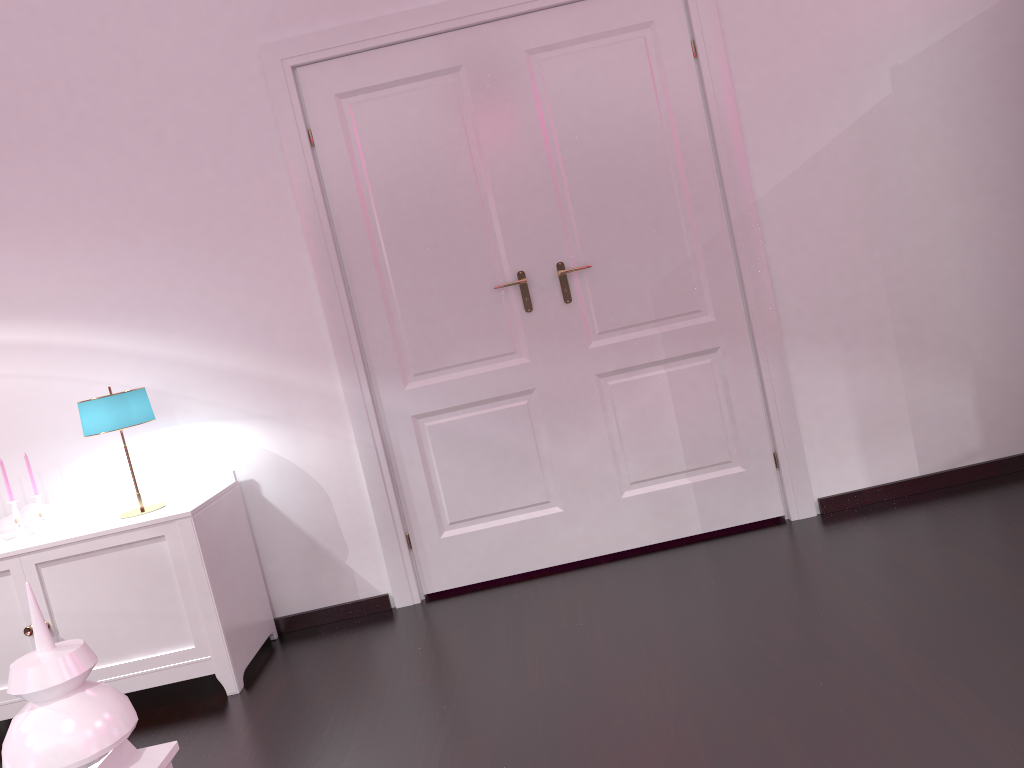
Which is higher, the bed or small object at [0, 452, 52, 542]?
the bed

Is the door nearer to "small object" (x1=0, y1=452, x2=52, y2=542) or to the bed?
"small object" (x1=0, y1=452, x2=52, y2=542)

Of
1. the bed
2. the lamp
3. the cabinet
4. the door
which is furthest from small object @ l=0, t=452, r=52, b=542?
the bed

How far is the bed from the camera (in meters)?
0.59

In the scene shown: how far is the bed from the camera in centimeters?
59cm

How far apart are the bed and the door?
2.63m

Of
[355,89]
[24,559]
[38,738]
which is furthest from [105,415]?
[38,738]

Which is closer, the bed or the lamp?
the bed

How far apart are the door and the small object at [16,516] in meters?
1.2 m

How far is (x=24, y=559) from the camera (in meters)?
2.82
